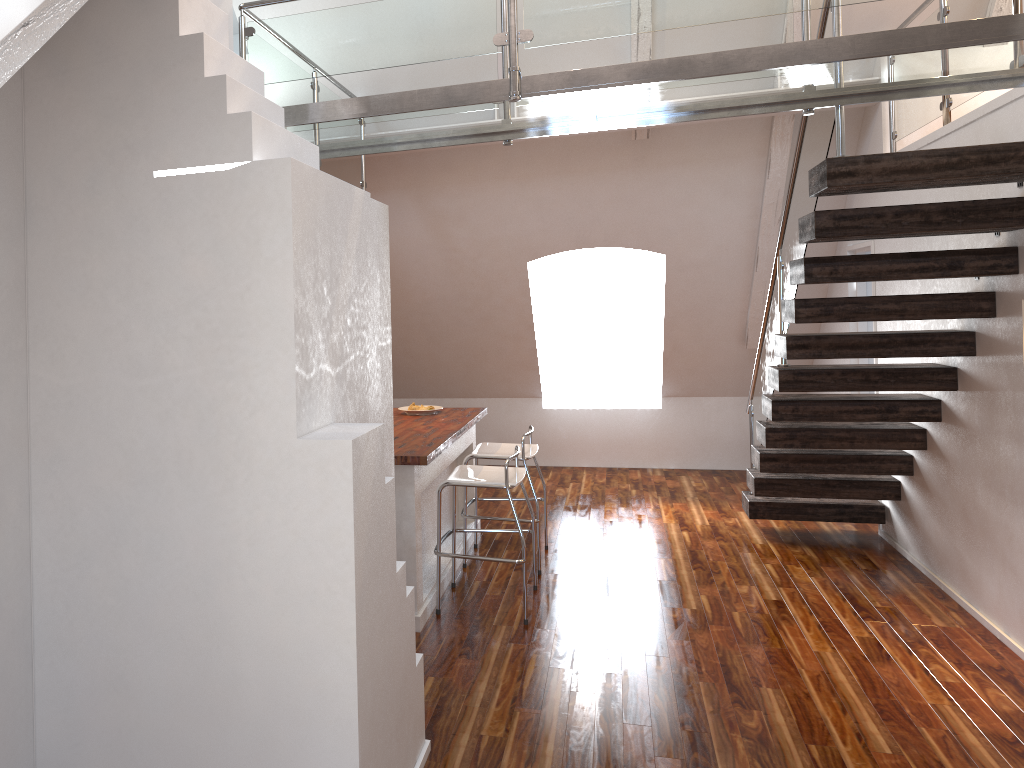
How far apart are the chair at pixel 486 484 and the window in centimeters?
403cm

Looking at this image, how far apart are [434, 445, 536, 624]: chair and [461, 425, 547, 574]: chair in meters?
0.3 m

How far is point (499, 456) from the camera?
5.13m

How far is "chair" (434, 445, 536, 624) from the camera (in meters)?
4.33

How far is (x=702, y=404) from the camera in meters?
8.3

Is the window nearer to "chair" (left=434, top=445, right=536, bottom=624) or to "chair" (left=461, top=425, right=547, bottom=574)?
"chair" (left=461, top=425, right=547, bottom=574)

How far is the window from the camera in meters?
8.6 m

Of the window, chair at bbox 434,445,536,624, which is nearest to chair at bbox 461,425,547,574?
chair at bbox 434,445,536,624

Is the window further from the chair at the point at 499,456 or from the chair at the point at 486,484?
the chair at the point at 486,484

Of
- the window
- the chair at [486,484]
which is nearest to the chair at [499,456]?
the chair at [486,484]
